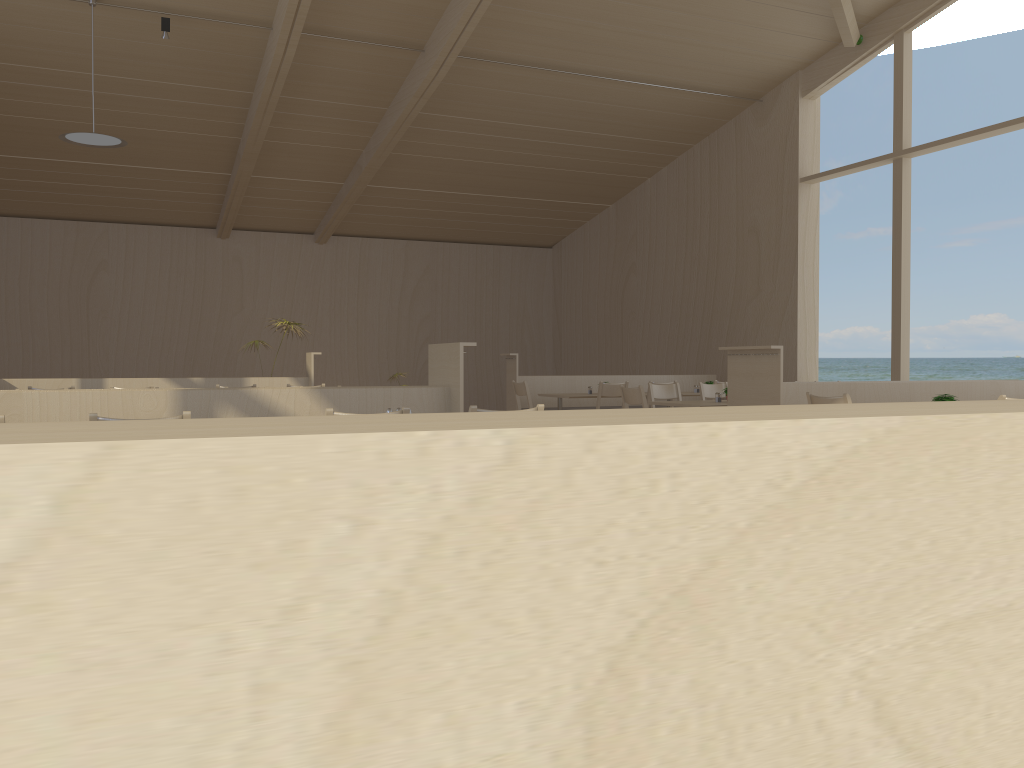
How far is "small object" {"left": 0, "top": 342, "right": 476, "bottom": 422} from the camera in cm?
456

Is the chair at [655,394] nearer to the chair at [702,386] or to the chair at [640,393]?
the chair at [702,386]

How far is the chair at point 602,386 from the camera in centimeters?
906cm

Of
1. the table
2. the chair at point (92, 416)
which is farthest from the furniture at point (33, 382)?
the chair at point (92, 416)

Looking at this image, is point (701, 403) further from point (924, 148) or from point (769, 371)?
Result: point (924, 148)

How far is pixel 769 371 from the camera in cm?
634

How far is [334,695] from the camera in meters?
0.4 m

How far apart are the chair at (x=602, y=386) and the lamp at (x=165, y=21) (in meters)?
5.49

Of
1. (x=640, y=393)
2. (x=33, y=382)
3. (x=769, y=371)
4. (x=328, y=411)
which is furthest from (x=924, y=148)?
(x=33, y=382)

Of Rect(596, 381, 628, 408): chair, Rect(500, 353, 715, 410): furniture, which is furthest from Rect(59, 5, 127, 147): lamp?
Rect(596, 381, 628, 408): chair
